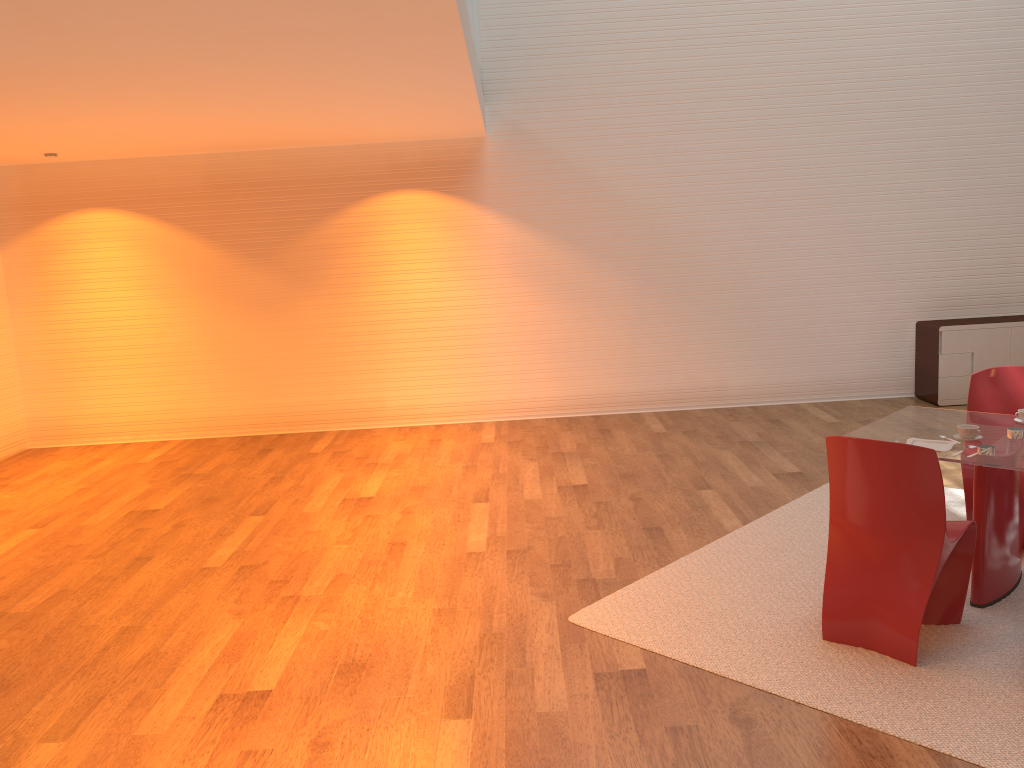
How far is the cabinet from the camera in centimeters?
800cm

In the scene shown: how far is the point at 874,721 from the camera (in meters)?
3.12

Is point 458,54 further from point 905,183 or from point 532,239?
point 905,183

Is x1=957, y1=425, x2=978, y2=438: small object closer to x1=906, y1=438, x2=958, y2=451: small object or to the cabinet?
x1=906, y1=438, x2=958, y2=451: small object

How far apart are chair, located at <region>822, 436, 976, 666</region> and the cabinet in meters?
4.7

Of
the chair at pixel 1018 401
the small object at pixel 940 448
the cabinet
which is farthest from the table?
the cabinet

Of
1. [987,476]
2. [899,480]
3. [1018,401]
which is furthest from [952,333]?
[899,480]

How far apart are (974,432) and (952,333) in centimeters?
450cm

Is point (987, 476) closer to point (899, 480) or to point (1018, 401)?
point (899, 480)

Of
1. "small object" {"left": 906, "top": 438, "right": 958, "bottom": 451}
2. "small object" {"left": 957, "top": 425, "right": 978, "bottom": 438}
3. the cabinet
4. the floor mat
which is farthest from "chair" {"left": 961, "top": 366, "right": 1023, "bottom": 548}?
the cabinet
